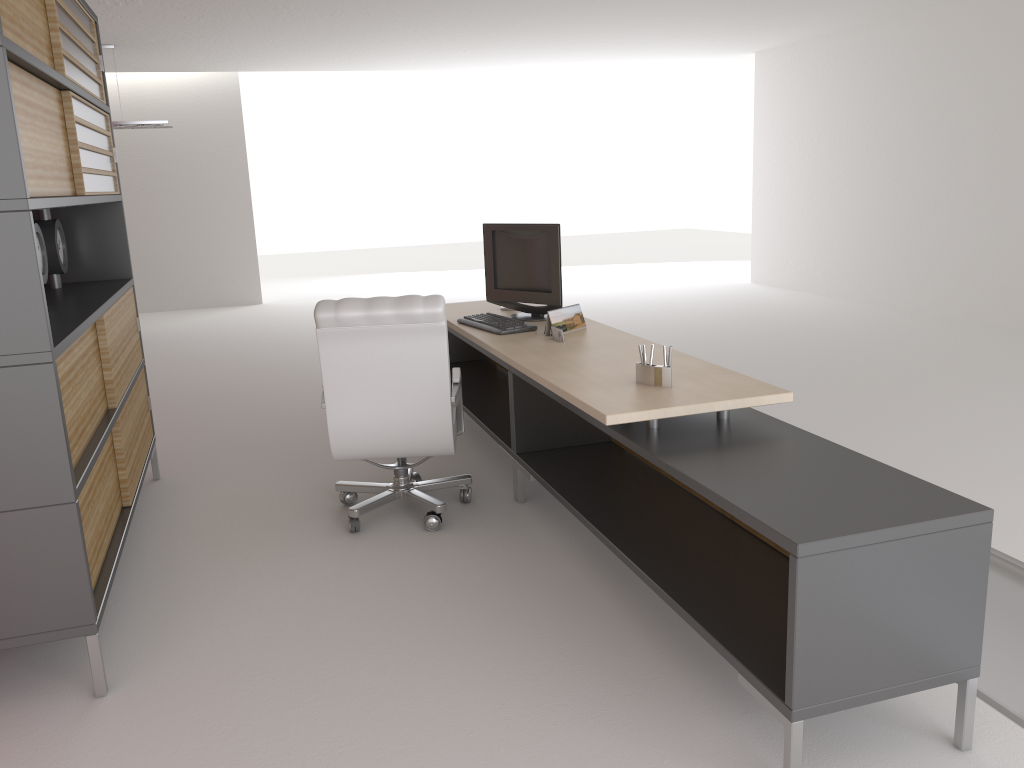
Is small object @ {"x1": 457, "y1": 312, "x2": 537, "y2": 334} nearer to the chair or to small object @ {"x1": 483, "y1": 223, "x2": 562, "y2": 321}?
small object @ {"x1": 483, "y1": 223, "x2": 562, "y2": 321}

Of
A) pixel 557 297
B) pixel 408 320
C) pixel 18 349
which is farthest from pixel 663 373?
pixel 18 349

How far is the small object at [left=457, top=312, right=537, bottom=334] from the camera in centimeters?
663cm

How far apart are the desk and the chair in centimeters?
27cm

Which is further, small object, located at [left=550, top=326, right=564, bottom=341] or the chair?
small object, located at [left=550, top=326, right=564, bottom=341]

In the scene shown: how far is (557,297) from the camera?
7.0m

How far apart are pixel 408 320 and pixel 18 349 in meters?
2.3 m

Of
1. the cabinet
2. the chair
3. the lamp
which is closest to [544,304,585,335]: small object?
the chair

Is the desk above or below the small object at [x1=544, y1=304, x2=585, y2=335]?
below

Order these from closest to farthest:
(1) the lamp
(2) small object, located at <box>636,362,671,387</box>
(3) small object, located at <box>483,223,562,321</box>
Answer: (2) small object, located at <box>636,362,671,387</box> < (3) small object, located at <box>483,223,562,321</box> < (1) the lamp
